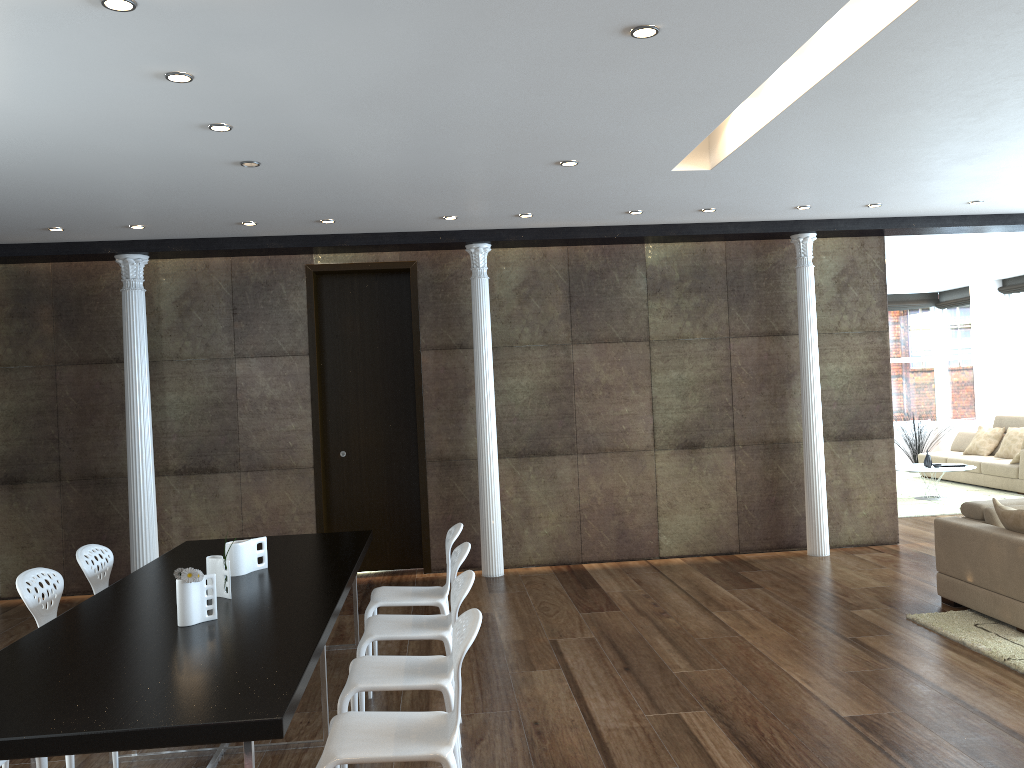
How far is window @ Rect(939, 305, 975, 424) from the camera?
15.05m

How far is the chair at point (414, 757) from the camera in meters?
2.9 m

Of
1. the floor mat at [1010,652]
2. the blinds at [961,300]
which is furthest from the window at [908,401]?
the floor mat at [1010,652]

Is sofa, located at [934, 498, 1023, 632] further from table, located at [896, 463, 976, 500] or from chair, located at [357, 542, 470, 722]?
table, located at [896, 463, 976, 500]

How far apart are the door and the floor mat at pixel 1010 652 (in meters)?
4.03

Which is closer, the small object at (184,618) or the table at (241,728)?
the table at (241,728)

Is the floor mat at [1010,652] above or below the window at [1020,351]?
below

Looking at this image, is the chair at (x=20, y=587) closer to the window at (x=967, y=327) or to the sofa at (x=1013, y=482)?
the sofa at (x=1013, y=482)

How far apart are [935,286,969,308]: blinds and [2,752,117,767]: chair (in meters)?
14.92

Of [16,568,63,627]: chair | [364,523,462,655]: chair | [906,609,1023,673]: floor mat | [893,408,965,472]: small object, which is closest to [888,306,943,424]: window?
[893,408,965,472]: small object
